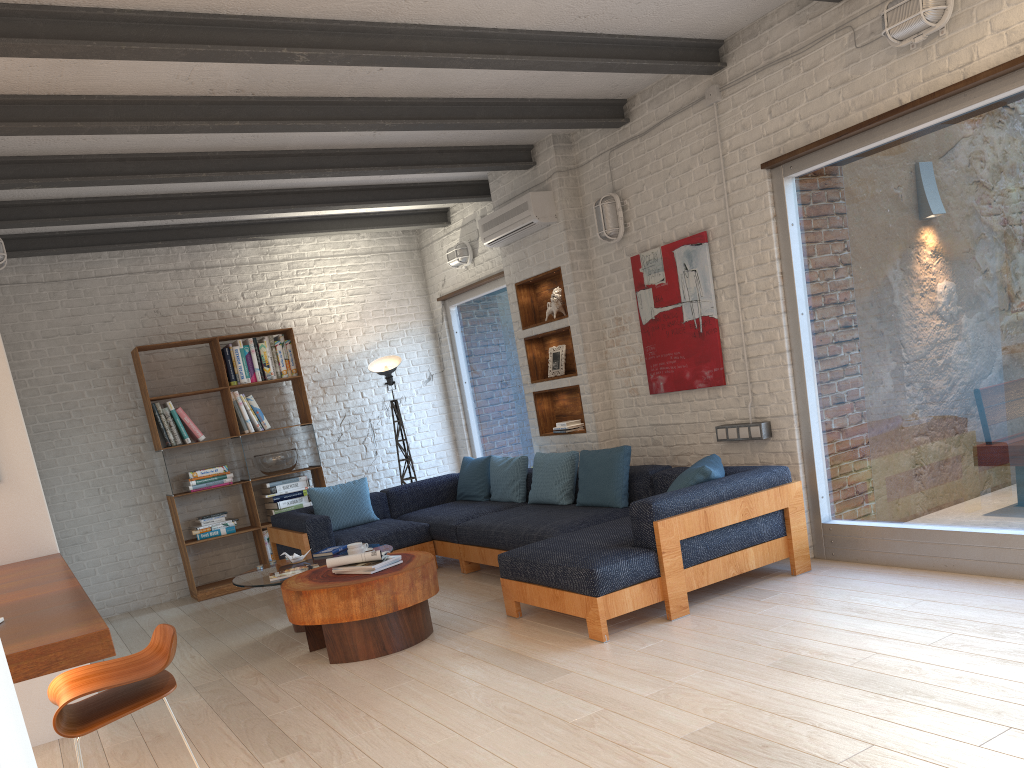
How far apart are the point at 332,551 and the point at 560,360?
2.38m

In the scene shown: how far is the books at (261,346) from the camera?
7.9m

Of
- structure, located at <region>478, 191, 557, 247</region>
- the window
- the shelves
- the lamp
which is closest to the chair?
the window

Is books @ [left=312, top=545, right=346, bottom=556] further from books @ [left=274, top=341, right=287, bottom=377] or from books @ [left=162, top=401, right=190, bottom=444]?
books @ [left=274, top=341, right=287, bottom=377]

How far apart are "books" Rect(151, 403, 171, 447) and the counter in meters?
3.4 m

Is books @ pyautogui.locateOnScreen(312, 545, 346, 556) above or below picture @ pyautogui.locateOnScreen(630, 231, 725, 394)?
below

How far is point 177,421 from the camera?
7.45m

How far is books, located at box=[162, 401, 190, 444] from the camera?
7.5m

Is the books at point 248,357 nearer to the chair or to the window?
the window

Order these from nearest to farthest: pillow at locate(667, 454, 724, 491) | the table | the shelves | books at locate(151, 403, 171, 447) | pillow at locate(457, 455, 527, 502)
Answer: the table < pillow at locate(667, 454, 724, 491) < the shelves < pillow at locate(457, 455, 527, 502) < books at locate(151, 403, 171, 447)
